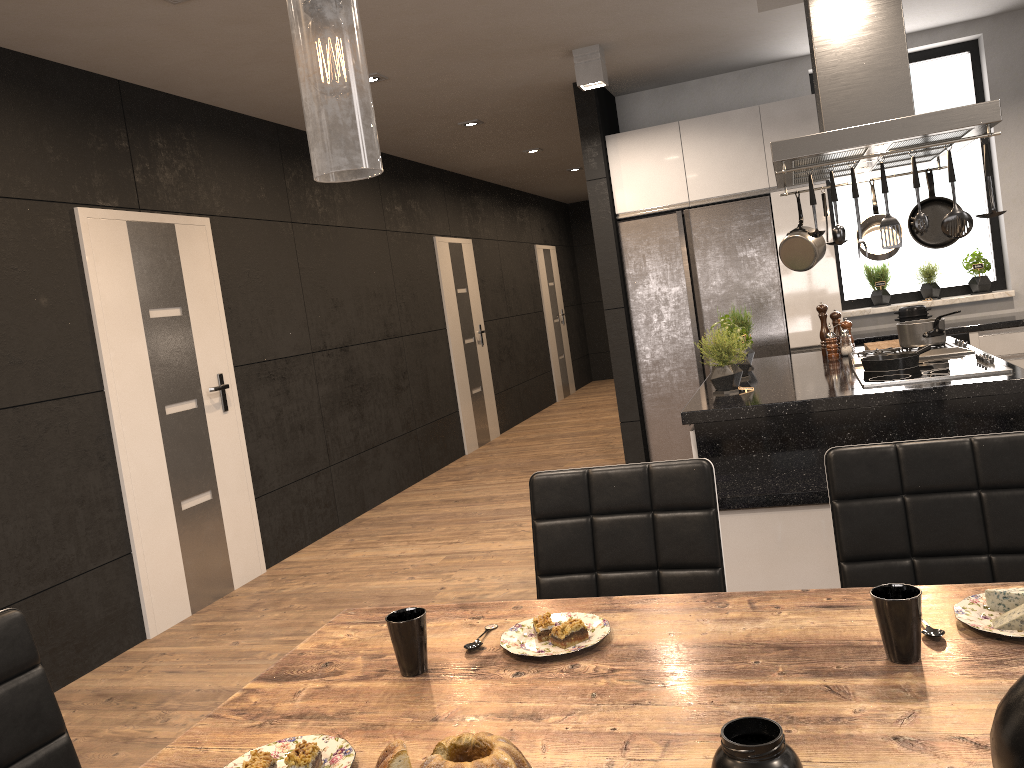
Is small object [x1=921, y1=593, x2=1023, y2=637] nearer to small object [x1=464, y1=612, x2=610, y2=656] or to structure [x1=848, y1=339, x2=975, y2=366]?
small object [x1=464, y1=612, x2=610, y2=656]

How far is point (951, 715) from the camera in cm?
106

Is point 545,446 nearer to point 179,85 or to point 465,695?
point 179,85

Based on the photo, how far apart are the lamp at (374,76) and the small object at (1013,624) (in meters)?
4.47

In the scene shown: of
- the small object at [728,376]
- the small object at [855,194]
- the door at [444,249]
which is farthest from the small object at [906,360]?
the door at [444,249]

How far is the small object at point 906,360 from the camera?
3.6 meters

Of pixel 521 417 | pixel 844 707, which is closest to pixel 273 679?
pixel 844 707

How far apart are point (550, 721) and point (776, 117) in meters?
5.2

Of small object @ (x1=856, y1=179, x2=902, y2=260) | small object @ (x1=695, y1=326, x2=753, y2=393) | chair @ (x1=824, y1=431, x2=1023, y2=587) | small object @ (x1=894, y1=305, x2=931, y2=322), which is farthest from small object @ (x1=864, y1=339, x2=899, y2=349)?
chair @ (x1=824, y1=431, x2=1023, y2=587)

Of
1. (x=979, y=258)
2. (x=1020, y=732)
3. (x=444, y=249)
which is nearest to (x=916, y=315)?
(x=979, y=258)
